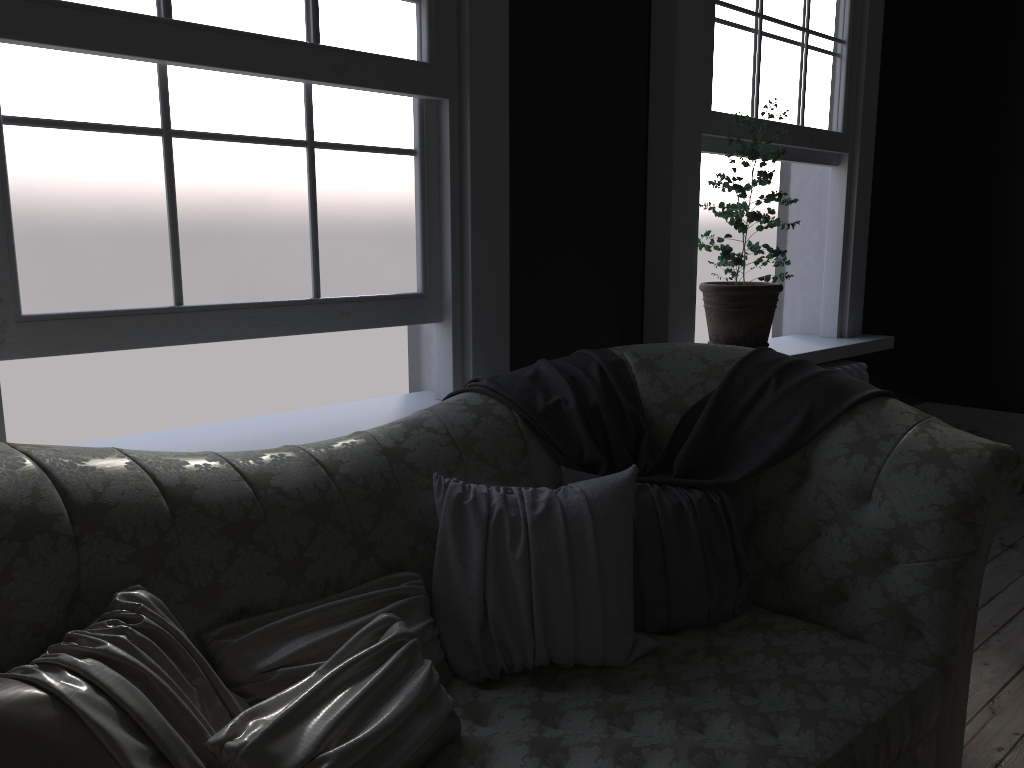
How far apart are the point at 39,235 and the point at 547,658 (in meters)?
1.58

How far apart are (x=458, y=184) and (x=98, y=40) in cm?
116

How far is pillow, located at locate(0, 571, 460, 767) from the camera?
1.3 meters

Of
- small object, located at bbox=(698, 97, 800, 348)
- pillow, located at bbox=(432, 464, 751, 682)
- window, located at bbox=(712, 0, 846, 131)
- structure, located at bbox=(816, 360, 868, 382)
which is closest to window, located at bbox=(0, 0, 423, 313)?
pillow, located at bbox=(432, 464, 751, 682)

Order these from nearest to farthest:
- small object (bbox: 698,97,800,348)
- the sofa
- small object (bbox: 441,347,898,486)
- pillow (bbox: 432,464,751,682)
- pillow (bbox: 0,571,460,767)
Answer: pillow (bbox: 0,571,460,767)
the sofa
pillow (bbox: 432,464,751,682)
small object (bbox: 441,347,898,486)
small object (bbox: 698,97,800,348)

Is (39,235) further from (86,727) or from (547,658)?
(547,658)

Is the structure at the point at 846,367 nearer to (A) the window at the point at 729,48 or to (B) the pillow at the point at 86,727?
(A) the window at the point at 729,48

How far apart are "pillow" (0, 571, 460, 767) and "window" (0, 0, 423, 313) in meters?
0.9 m

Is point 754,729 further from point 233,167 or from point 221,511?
point 233,167

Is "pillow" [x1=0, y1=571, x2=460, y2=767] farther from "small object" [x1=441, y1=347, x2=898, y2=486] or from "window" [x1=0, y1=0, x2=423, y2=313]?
"window" [x1=0, y1=0, x2=423, y2=313]
